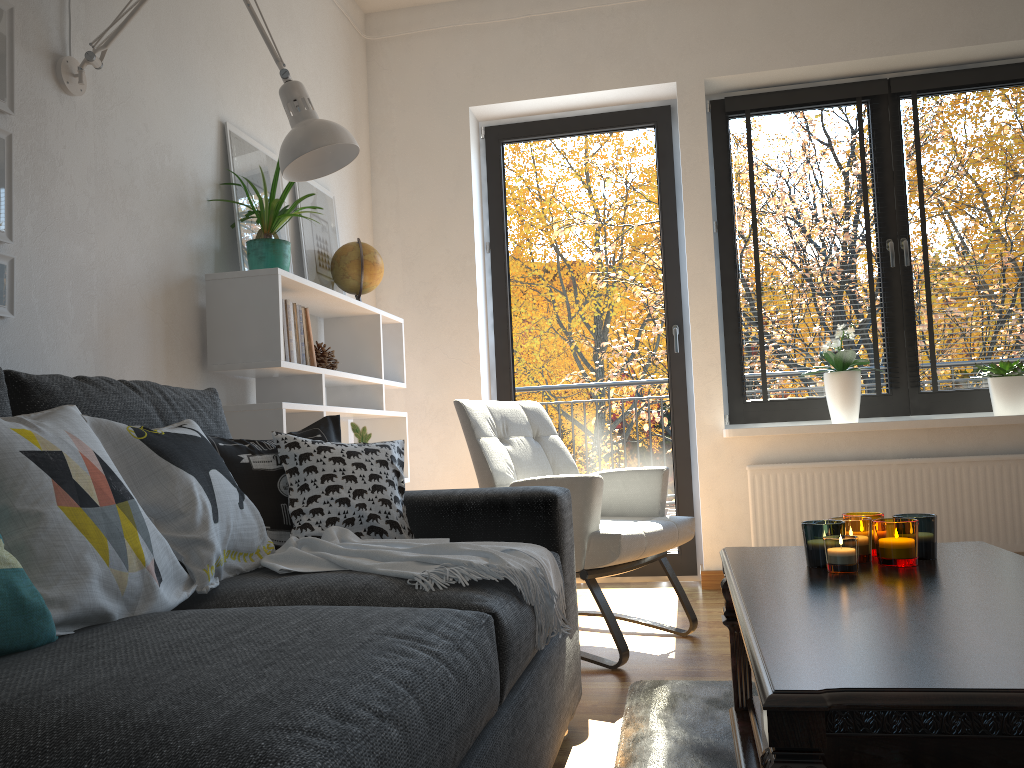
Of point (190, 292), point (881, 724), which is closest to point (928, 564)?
point (881, 724)

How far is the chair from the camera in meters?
2.6

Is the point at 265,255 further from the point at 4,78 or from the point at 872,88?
the point at 872,88

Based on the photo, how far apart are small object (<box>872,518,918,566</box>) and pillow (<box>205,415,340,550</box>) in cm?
120

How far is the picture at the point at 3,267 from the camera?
1.9 meters

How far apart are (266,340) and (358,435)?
0.93m

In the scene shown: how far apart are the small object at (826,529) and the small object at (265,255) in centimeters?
181cm

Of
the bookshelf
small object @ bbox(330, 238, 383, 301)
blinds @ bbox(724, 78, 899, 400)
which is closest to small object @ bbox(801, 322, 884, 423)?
blinds @ bbox(724, 78, 899, 400)

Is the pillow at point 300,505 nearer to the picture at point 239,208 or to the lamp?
the lamp

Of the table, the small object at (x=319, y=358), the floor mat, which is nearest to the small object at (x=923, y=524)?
the table
